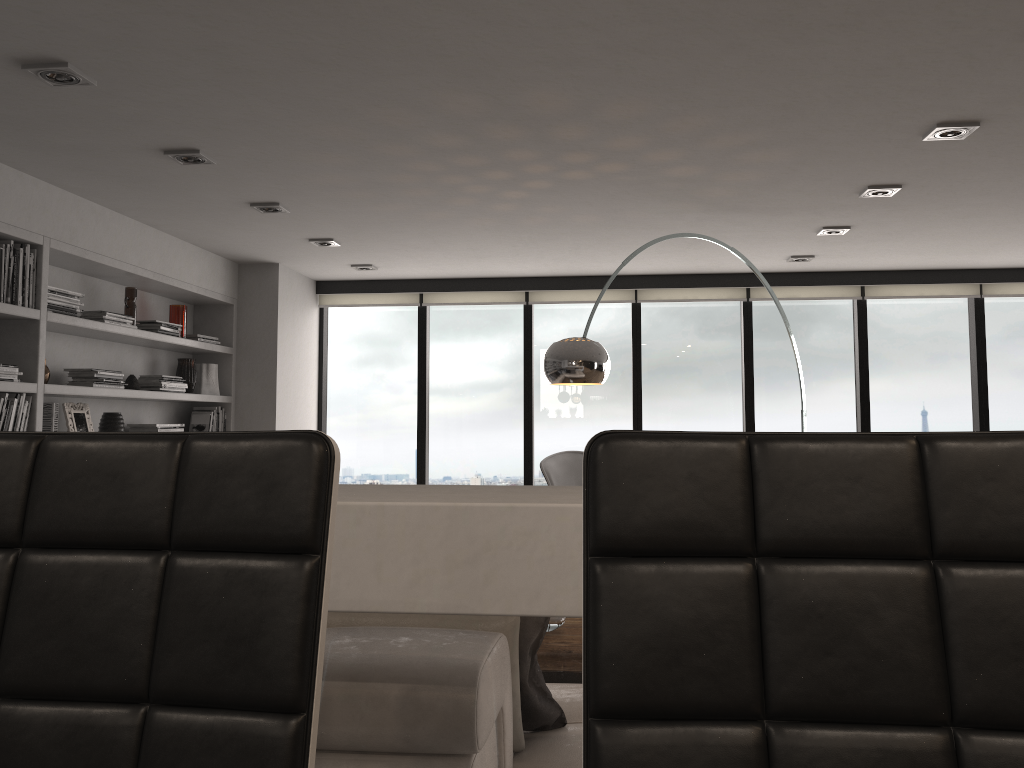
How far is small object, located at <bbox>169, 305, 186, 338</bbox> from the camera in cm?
562

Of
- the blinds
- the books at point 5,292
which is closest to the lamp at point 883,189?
the blinds

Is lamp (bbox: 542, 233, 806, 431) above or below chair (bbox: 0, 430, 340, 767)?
above

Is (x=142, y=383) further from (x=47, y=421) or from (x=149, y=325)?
(x=47, y=421)

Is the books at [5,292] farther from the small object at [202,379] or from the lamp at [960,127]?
the lamp at [960,127]

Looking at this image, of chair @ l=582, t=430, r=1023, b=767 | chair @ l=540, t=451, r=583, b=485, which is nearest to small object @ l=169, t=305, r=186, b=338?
chair @ l=540, t=451, r=583, b=485

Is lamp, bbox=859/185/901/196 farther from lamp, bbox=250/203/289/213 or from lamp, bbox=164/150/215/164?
lamp, bbox=164/150/215/164

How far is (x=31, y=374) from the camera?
4.1m

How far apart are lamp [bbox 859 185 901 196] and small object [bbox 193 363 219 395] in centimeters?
419cm

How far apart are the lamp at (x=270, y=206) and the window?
2.5m
